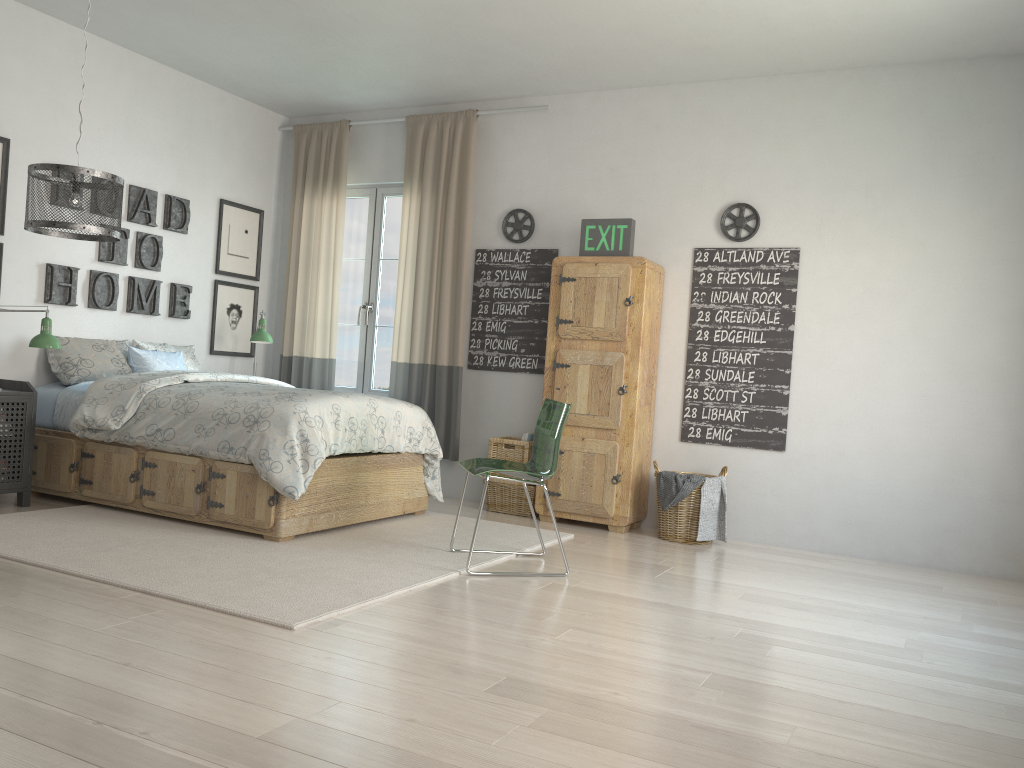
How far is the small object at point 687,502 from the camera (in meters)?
4.83

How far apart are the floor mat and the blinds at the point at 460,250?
0.70m

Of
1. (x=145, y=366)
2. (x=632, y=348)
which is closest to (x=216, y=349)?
(x=145, y=366)

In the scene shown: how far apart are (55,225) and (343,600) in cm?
199

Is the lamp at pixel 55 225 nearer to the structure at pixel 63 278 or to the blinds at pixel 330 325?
the structure at pixel 63 278

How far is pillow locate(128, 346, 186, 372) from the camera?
5.2m

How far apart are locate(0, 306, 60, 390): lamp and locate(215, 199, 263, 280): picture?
1.7 meters

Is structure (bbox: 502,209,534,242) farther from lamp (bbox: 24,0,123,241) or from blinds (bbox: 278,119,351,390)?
lamp (bbox: 24,0,123,241)

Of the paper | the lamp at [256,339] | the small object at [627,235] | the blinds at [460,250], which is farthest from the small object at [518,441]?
the lamp at [256,339]

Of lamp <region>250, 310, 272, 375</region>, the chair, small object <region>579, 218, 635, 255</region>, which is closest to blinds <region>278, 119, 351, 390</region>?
lamp <region>250, 310, 272, 375</region>
